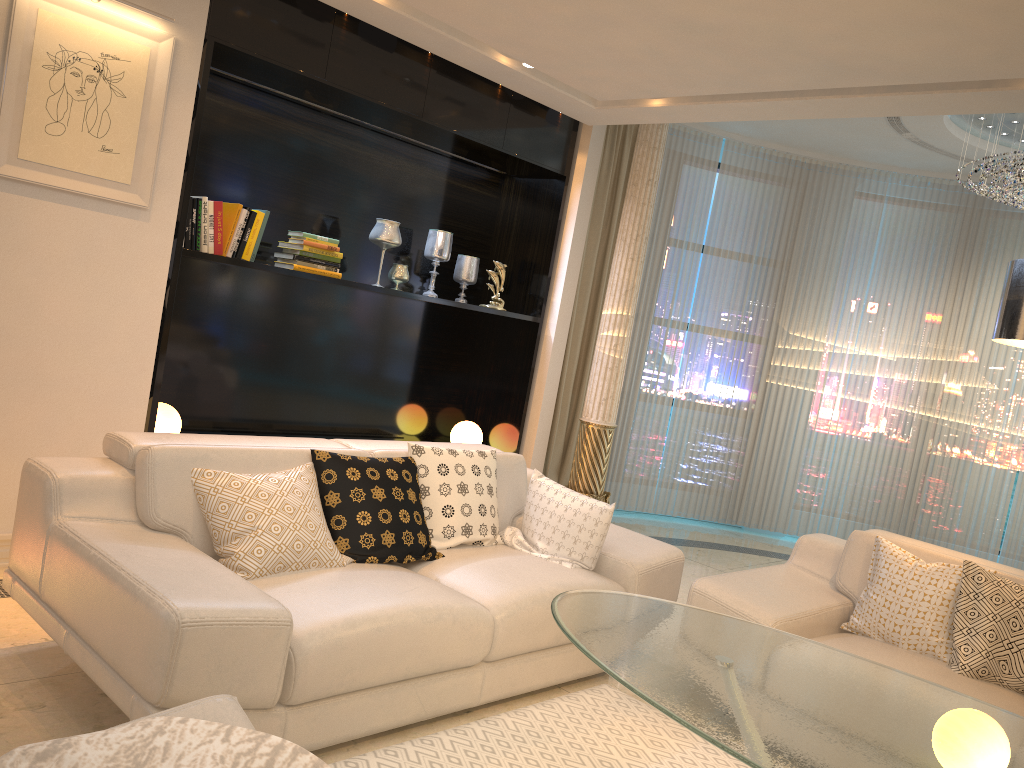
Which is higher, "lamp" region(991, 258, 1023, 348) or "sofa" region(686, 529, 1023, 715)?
"lamp" region(991, 258, 1023, 348)

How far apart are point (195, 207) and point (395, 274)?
1.3 meters

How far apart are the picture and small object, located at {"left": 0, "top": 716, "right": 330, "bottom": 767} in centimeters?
258cm

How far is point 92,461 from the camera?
2.9m

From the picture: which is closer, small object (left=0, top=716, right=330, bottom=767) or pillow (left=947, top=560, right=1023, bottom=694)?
small object (left=0, top=716, right=330, bottom=767)

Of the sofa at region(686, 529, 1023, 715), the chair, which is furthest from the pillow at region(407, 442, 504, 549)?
the chair

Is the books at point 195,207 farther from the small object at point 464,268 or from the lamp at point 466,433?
the lamp at point 466,433

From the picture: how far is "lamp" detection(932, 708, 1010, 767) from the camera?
1.75m

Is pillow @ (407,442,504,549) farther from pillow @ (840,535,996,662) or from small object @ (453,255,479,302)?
small object @ (453,255,479,302)

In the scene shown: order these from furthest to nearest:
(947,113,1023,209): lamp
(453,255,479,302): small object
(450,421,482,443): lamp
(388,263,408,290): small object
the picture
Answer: (450,421,482,443): lamp
(453,255,479,302): small object
(947,113,1023,209): lamp
(388,263,408,290): small object
the picture
